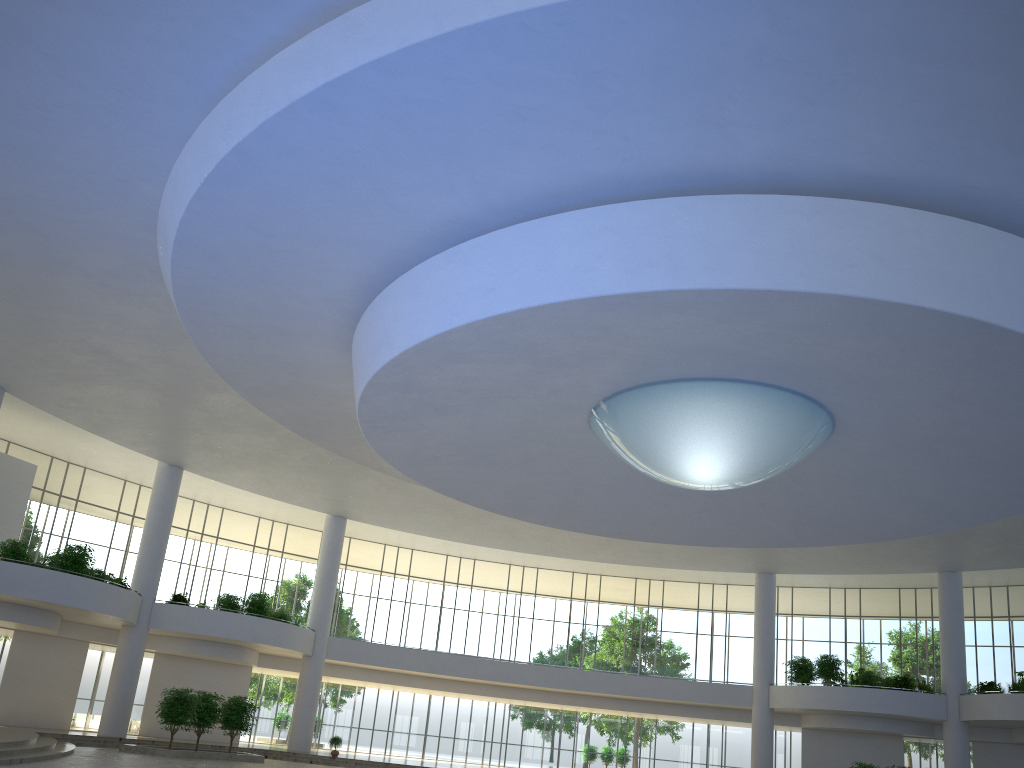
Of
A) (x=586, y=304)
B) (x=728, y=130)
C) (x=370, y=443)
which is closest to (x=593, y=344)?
(x=586, y=304)
